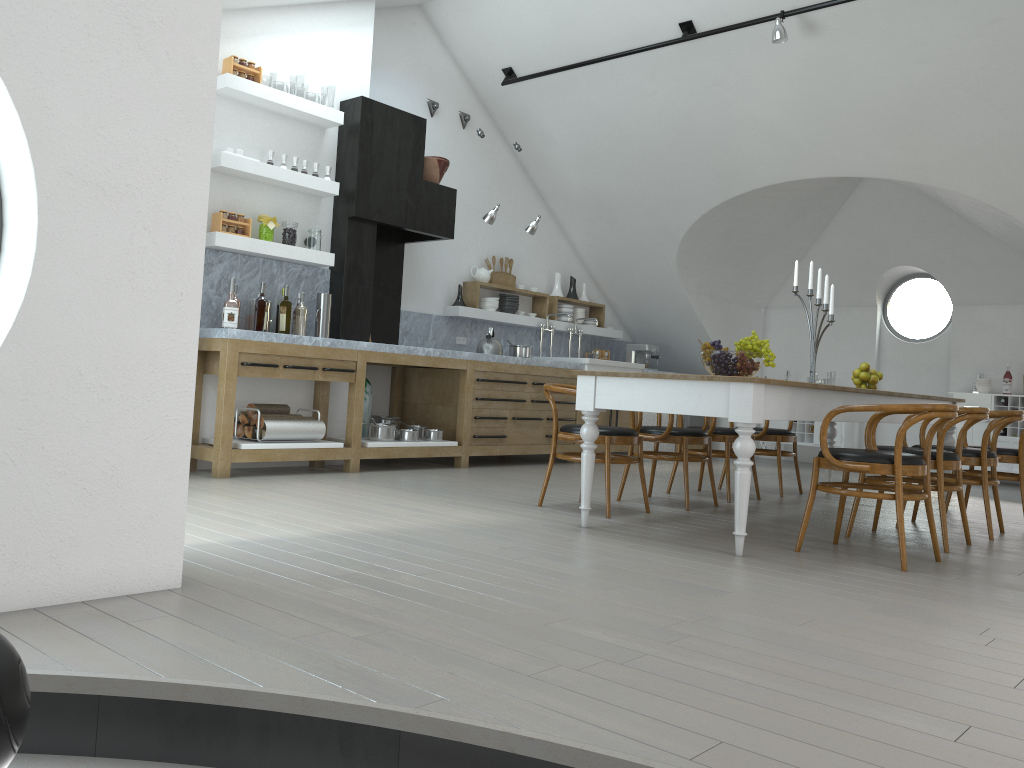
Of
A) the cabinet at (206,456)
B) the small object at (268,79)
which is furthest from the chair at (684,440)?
the small object at (268,79)

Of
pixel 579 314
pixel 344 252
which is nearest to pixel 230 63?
pixel 344 252

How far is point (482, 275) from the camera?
8.60m

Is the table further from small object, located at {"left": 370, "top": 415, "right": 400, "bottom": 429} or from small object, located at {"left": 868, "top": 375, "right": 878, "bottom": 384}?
small object, located at {"left": 370, "top": 415, "right": 400, "bottom": 429}

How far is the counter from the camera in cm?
611

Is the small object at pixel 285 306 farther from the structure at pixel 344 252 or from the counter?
the structure at pixel 344 252

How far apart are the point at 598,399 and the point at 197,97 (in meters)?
2.41

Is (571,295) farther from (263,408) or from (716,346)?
(716,346)

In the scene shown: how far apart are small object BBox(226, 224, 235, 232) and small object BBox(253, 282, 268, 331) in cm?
53

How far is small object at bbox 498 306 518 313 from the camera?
8.87m
